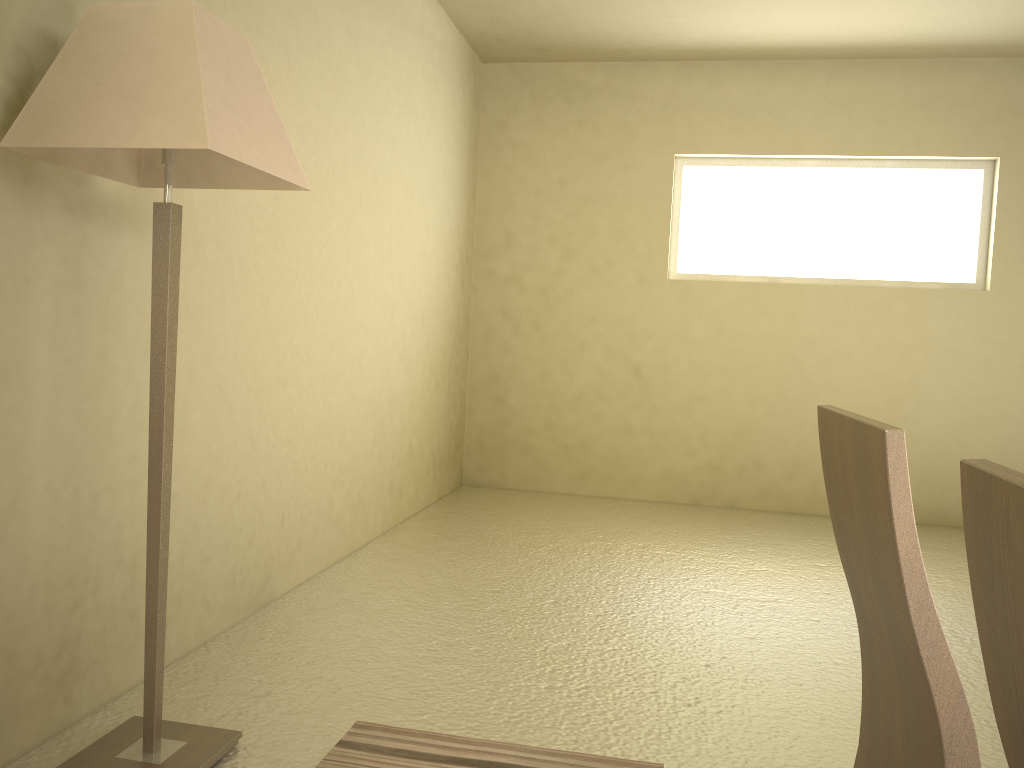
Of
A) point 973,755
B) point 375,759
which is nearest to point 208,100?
point 375,759

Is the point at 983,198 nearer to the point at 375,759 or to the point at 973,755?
the point at 375,759

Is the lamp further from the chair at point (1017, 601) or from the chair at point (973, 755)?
the chair at point (1017, 601)

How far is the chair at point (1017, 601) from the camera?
0.54m

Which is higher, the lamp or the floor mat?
the lamp

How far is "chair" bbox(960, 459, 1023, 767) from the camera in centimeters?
54cm

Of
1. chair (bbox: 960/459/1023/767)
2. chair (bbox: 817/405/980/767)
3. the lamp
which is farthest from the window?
chair (bbox: 960/459/1023/767)

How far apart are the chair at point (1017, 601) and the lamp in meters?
1.6

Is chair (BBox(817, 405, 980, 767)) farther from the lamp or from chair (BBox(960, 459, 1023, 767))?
the lamp

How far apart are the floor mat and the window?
4.3m
